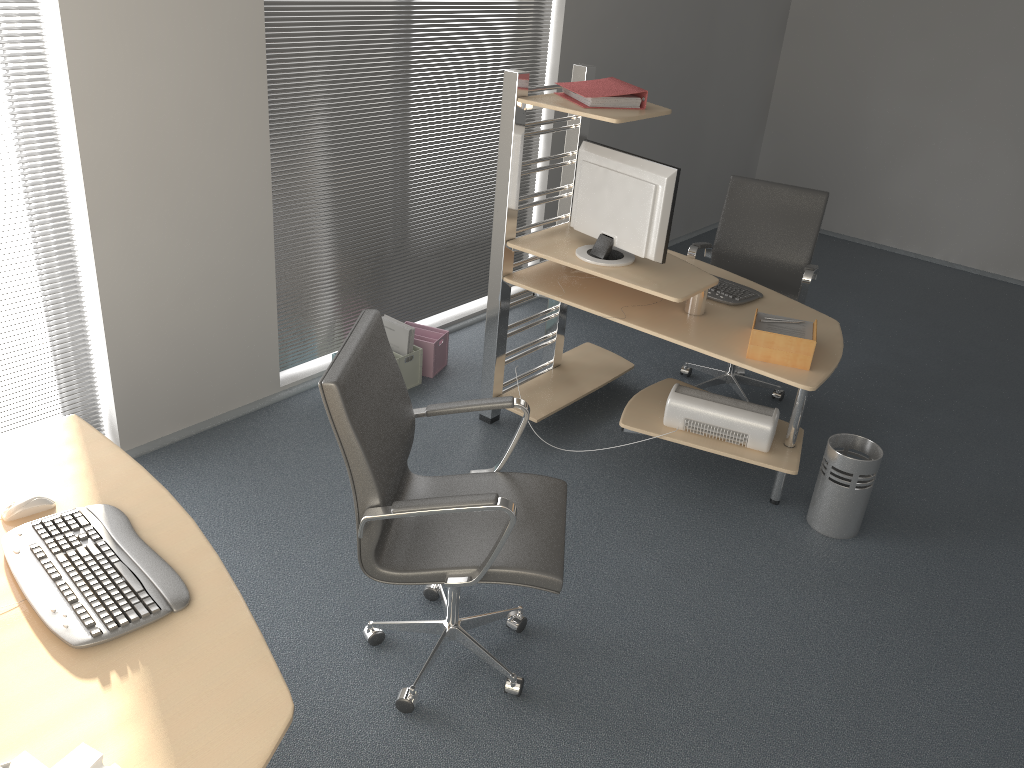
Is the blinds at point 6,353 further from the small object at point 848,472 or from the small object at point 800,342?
the small object at point 848,472

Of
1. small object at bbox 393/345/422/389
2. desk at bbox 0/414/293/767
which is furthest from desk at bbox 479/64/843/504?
desk at bbox 0/414/293/767

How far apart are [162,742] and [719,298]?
2.8m

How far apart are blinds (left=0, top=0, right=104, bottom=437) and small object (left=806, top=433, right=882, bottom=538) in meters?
2.9 m

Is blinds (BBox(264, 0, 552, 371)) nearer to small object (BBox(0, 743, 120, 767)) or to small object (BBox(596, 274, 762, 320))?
small object (BBox(596, 274, 762, 320))

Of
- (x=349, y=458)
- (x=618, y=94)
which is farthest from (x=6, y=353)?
Result: (x=618, y=94)

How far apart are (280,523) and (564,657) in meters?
1.2 m

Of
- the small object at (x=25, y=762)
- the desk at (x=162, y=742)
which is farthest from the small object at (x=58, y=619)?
the small object at (x=25, y=762)

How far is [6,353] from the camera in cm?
317

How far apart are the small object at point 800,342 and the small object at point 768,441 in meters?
0.4
